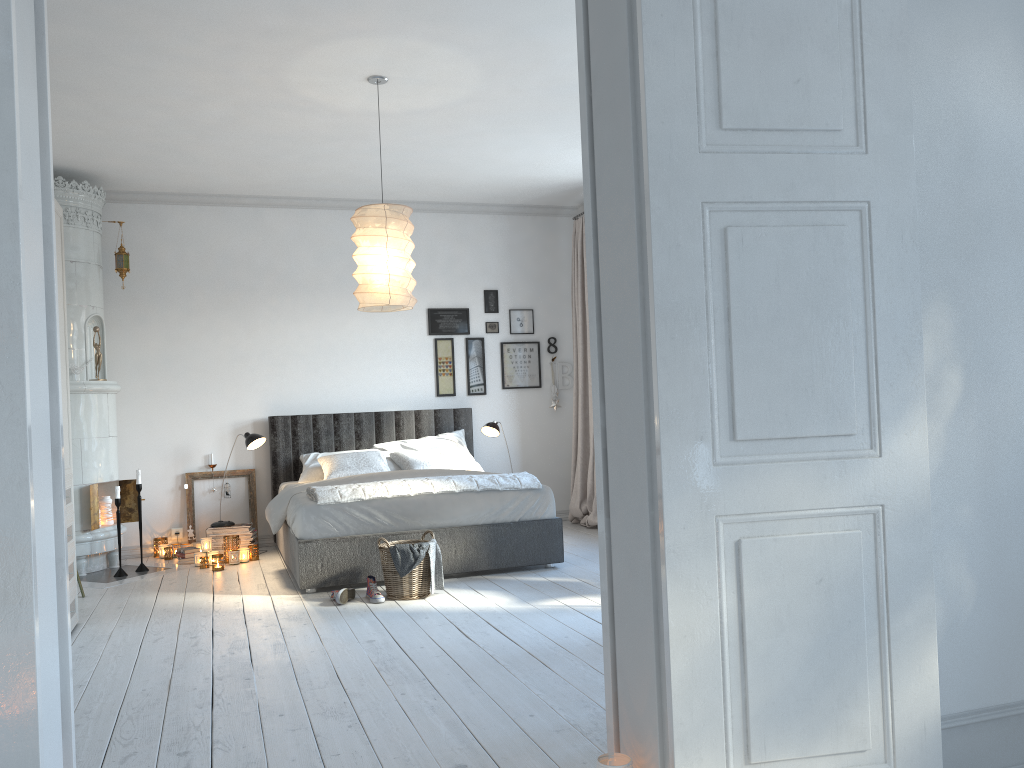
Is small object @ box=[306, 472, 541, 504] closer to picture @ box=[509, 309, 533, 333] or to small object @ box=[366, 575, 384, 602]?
small object @ box=[366, 575, 384, 602]

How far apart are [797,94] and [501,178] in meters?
5.0

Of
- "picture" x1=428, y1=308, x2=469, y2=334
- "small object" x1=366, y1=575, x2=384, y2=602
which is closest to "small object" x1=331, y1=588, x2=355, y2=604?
"small object" x1=366, y1=575, x2=384, y2=602

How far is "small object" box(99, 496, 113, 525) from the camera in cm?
631

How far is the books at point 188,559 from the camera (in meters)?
6.41

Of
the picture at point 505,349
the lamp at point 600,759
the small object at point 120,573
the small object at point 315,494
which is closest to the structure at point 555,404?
the picture at point 505,349

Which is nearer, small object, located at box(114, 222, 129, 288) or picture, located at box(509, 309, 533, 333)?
small object, located at box(114, 222, 129, 288)

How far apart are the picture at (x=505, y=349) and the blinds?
0.4m

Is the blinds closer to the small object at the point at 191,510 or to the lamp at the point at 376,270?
the small object at the point at 191,510

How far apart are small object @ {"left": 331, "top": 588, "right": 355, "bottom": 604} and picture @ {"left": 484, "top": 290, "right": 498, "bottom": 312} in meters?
3.5
